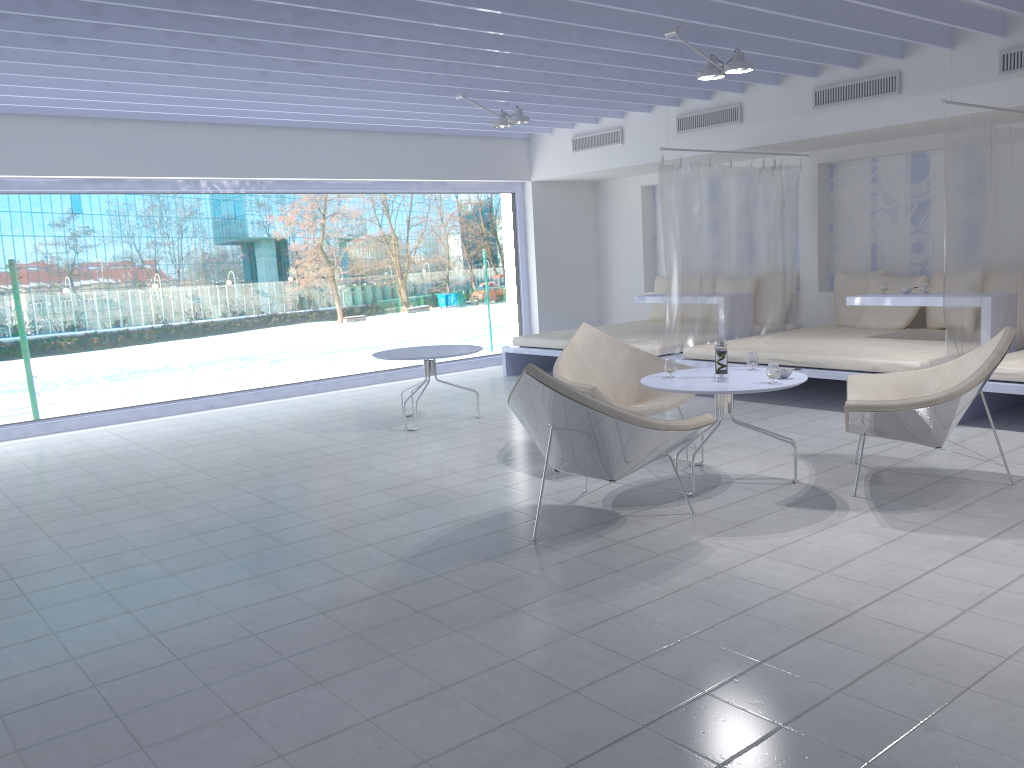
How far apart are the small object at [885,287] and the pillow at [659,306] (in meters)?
3.03

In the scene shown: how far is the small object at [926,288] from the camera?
6.50m

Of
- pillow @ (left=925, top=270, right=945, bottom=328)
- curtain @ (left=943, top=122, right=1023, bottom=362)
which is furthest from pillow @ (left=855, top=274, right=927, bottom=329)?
curtain @ (left=943, top=122, right=1023, bottom=362)

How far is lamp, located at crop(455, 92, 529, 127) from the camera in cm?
693

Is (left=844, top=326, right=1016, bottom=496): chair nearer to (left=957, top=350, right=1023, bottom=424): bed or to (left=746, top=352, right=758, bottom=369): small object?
(left=746, top=352, right=758, bottom=369): small object

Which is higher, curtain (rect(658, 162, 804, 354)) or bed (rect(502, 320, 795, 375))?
curtain (rect(658, 162, 804, 354))

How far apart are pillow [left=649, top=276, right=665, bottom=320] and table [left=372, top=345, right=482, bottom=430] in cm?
361

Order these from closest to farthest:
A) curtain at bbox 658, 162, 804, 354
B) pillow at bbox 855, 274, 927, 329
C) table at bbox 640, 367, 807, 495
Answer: table at bbox 640, 367, 807, 495, curtain at bbox 658, 162, 804, 354, pillow at bbox 855, 274, 927, 329

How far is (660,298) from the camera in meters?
8.3 m

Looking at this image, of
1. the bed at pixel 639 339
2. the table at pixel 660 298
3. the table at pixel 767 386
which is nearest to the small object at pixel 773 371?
the table at pixel 767 386
